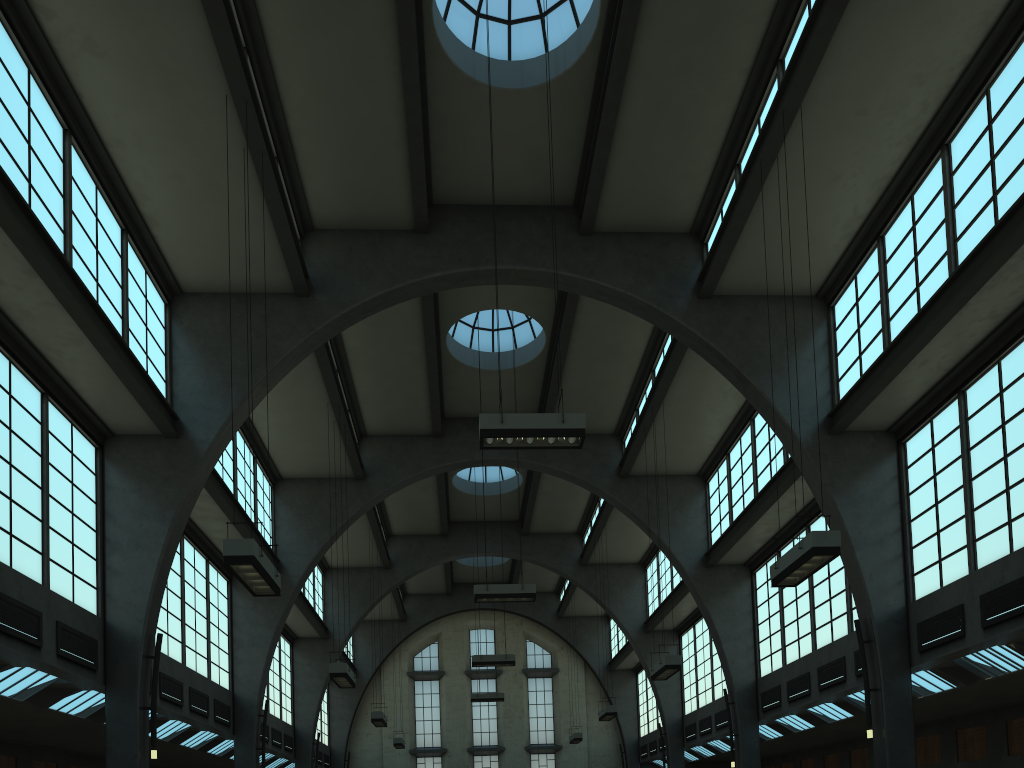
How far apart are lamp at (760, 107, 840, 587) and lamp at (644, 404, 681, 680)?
6.5m

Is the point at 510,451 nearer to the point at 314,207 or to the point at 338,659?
the point at 338,659

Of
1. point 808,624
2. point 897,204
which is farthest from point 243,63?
point 808,624

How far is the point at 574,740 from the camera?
32.22m

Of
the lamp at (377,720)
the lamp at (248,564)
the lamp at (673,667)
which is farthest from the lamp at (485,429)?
the lamp at (377,720)

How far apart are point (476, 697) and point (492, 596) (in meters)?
15.89

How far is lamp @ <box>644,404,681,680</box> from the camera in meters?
18.0

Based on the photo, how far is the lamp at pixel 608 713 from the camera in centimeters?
2510cm

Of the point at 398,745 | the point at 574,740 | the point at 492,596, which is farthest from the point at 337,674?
the point at 574,740

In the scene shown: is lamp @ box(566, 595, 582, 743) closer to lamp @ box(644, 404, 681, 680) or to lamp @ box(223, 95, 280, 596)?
lamp @ box(644, 404, 681, 680)
